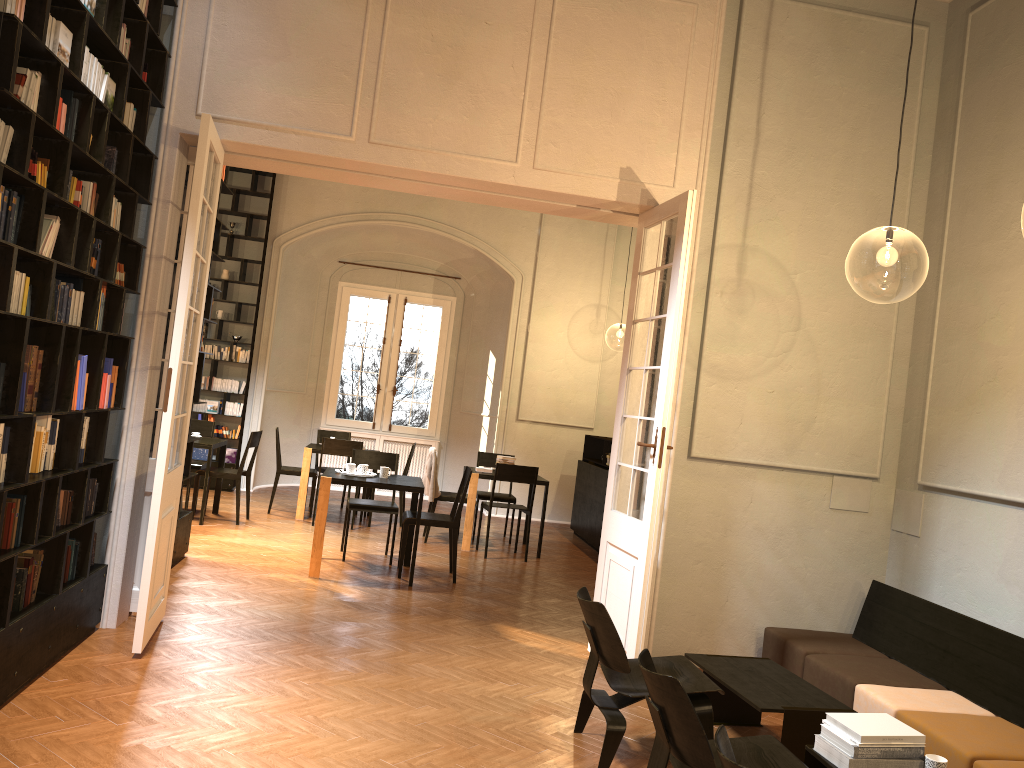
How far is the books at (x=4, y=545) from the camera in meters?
4.2

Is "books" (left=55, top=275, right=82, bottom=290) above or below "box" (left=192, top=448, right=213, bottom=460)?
above

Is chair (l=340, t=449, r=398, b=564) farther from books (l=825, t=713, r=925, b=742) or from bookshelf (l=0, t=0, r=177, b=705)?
books (l=825, t=713, r=925, b=742)

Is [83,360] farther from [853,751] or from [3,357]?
[853,751]

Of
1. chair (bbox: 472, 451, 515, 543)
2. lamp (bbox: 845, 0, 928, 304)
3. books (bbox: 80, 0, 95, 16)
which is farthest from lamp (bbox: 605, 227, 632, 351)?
books (bbox: 80, 0, 95, 16)

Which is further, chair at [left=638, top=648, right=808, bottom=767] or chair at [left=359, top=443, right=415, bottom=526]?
chair at [left=359, top=443, right=415, bottom=526]

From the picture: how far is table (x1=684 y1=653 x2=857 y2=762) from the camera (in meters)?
4.39

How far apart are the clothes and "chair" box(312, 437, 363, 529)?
0.9m

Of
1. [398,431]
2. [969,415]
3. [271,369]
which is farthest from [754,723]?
[398,431]

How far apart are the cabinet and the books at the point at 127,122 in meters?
7.3 m
